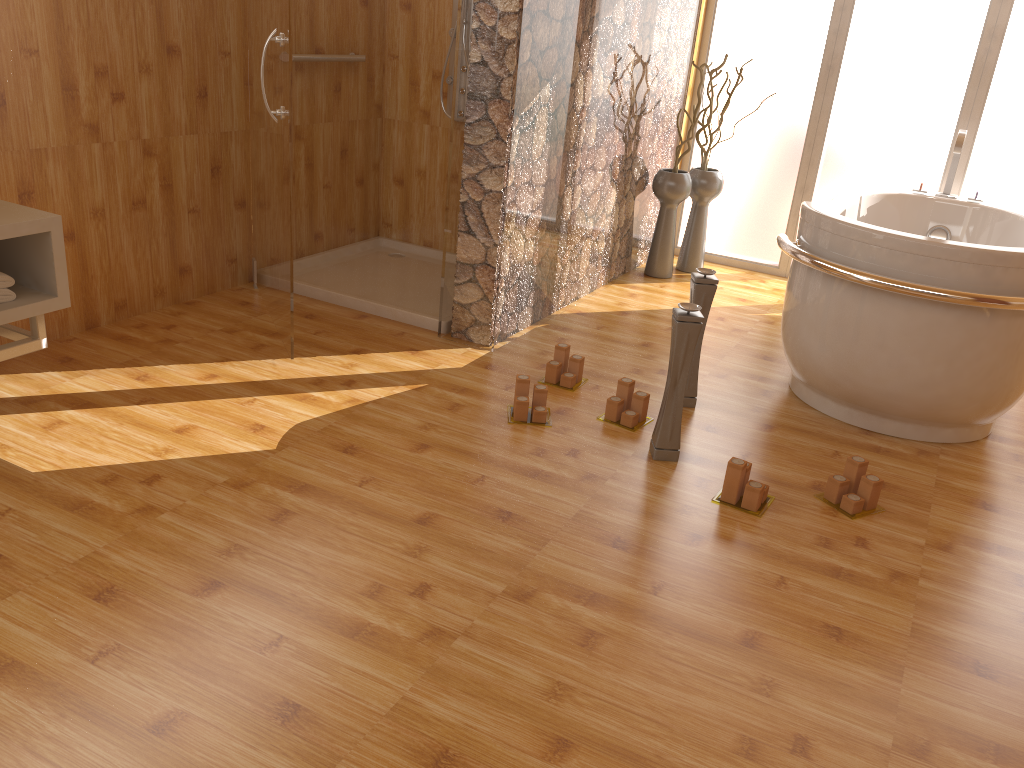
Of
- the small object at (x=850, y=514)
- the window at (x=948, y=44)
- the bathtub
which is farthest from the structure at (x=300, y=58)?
the small object at (x=850, y=514)

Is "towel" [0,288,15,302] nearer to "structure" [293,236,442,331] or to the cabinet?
the cabinet

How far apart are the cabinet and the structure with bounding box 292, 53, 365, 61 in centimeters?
158cm

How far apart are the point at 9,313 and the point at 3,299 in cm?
6

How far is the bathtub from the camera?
2.62m

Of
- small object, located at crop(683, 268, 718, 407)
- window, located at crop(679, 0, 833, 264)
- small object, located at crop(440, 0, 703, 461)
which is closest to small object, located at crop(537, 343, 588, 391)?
small object, located at crop(683, 268, 718, 407)

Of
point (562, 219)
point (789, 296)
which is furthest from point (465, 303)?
point (789, 296)

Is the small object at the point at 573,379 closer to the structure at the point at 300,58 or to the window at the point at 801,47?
the structure at the point at 300,58

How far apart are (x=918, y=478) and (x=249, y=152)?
2.8 meters

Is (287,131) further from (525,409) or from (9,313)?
(525,409)
